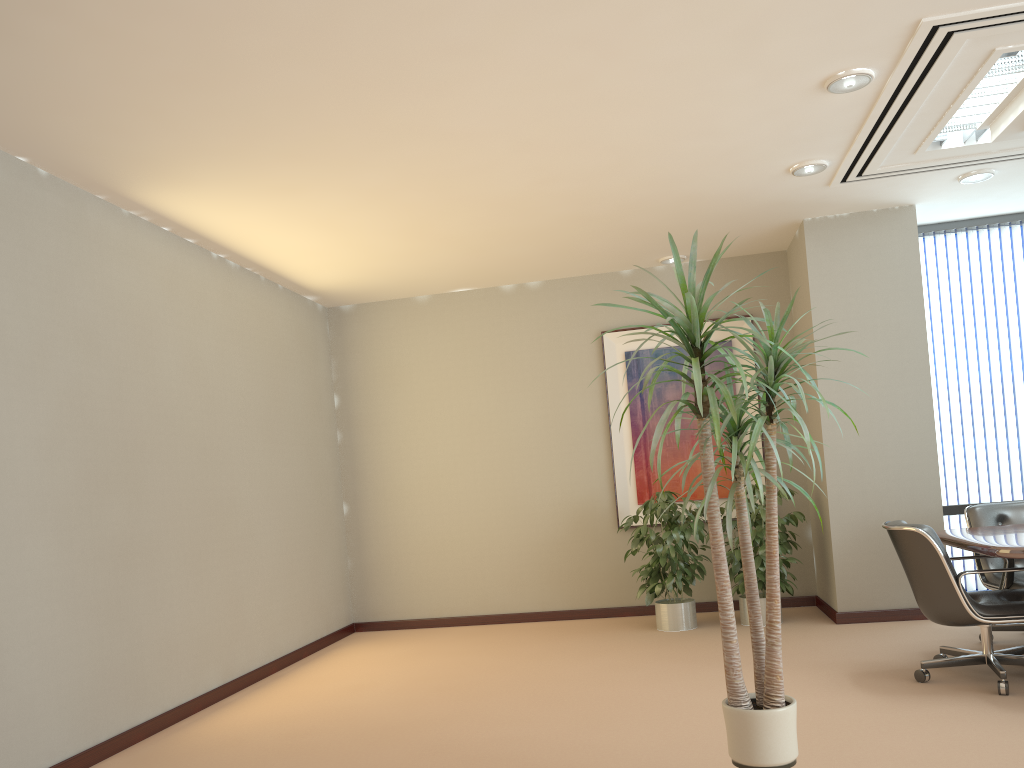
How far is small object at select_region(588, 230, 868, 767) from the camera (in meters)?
2.89

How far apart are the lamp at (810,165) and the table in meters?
2.3

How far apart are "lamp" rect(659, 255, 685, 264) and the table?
3.34m

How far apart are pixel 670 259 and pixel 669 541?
2.44m

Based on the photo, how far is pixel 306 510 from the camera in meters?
7.3 m

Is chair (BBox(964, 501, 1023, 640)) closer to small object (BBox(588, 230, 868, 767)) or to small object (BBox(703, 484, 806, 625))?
small object (BBox(703, 484, 806, 625))

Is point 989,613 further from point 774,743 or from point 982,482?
point 982,482

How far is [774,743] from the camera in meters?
2.9

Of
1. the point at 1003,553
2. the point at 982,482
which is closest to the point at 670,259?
the point at 982,482

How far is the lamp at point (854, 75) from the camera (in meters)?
4.28
